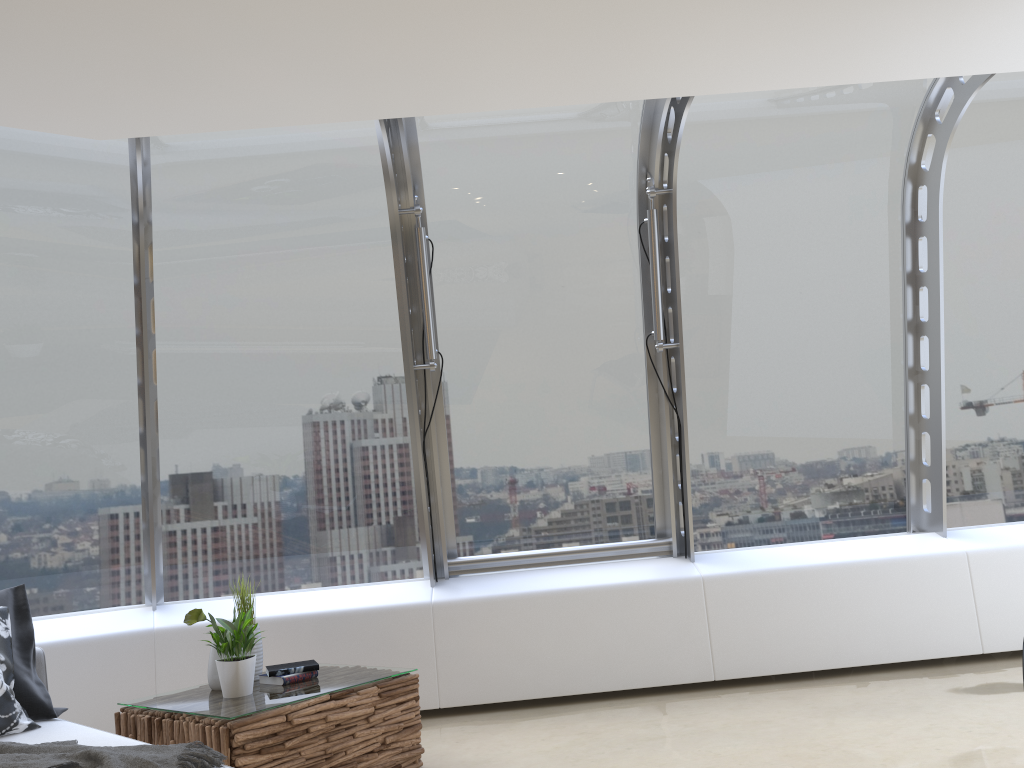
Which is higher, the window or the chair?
the window

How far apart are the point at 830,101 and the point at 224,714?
4.32m

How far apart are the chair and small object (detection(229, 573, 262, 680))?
0.85m

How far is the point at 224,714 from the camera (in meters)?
3.34

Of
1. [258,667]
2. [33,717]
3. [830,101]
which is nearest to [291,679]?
[258,667]

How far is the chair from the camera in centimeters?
296cm

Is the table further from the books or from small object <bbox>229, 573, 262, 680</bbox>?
small object <bbox>229, 573, 262, 680</bbox>

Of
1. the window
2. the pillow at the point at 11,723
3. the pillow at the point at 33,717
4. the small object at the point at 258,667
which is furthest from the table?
the window

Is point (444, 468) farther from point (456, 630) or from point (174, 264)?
point (174, 264)

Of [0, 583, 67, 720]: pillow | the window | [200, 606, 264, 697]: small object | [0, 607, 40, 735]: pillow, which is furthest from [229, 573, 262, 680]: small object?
the window
